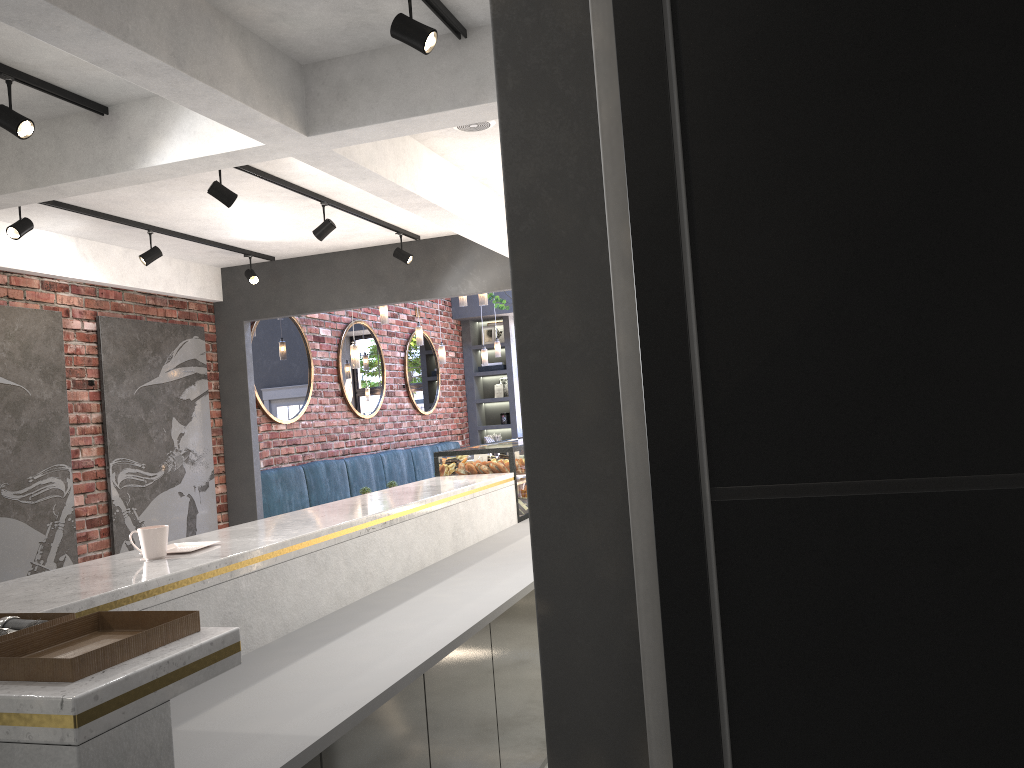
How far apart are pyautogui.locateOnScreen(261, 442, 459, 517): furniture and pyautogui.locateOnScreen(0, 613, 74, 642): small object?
6.6 meters

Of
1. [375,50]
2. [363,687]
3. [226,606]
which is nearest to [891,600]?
[363,687]

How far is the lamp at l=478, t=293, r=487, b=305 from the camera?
7.9 meters

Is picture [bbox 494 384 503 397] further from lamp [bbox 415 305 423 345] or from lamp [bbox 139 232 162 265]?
lamp [bbox 139 232 162 265]

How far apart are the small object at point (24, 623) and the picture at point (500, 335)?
12.6 meters

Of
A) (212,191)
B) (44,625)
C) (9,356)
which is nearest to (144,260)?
(9,356)

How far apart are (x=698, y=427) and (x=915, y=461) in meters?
0.2 m

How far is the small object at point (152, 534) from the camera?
2.6m

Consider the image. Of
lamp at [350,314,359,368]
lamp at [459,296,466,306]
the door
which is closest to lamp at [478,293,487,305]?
lamp at [459,296,466,306]

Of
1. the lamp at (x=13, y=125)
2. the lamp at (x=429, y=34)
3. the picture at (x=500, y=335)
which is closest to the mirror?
the picture at (x=500, y=335)
